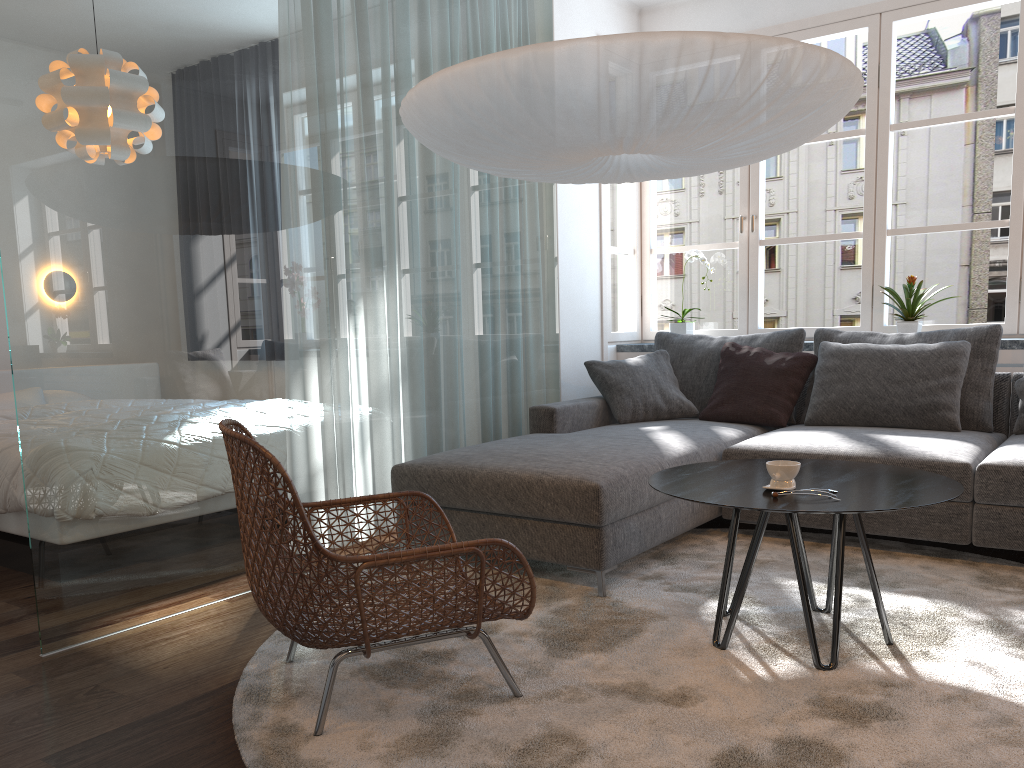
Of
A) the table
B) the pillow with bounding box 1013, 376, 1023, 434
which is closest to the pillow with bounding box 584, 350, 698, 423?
the pillow with bounding box 1013, 376, 1023, 434

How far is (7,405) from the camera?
4.8 meters

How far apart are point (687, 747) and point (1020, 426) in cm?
264

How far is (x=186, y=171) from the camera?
3.0 meters

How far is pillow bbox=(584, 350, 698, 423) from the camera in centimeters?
442cm

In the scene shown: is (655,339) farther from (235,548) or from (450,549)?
(450,549)

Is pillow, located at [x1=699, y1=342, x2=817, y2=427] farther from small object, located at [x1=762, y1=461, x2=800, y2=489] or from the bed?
the bed

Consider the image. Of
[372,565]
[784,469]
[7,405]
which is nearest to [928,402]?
[784,469]

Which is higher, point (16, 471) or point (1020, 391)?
point (1020, 391)

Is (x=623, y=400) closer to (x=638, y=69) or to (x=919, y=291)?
(x=919, y=291)
